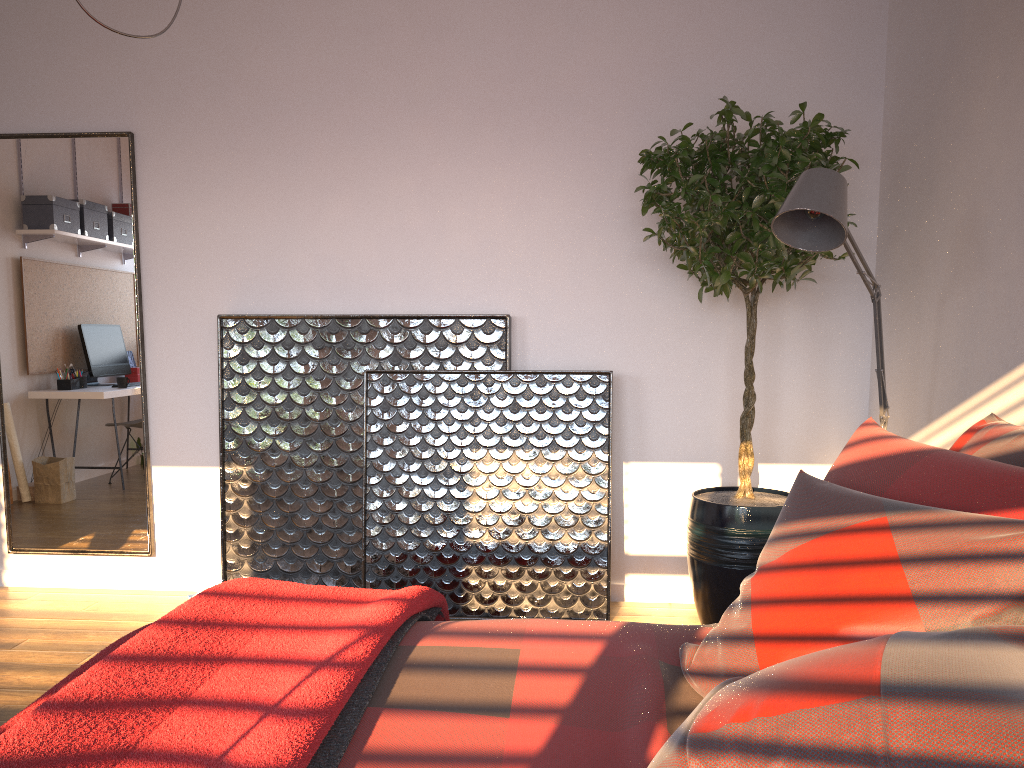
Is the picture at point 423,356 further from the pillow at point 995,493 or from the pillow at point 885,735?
the pillow at point 885,735

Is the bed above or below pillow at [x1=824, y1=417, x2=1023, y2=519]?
below

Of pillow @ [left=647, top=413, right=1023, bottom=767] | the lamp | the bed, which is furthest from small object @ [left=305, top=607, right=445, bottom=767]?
the lamp

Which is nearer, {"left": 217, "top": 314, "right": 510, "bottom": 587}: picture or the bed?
the bed

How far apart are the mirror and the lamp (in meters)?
2.77

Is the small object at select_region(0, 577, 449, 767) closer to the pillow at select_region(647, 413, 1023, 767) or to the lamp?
the pillow at select_region(647, 413, 1023, 767)

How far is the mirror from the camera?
3.9m

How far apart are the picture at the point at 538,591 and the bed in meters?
1.6

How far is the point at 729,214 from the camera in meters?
3.0 m

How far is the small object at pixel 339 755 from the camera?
1.31m
